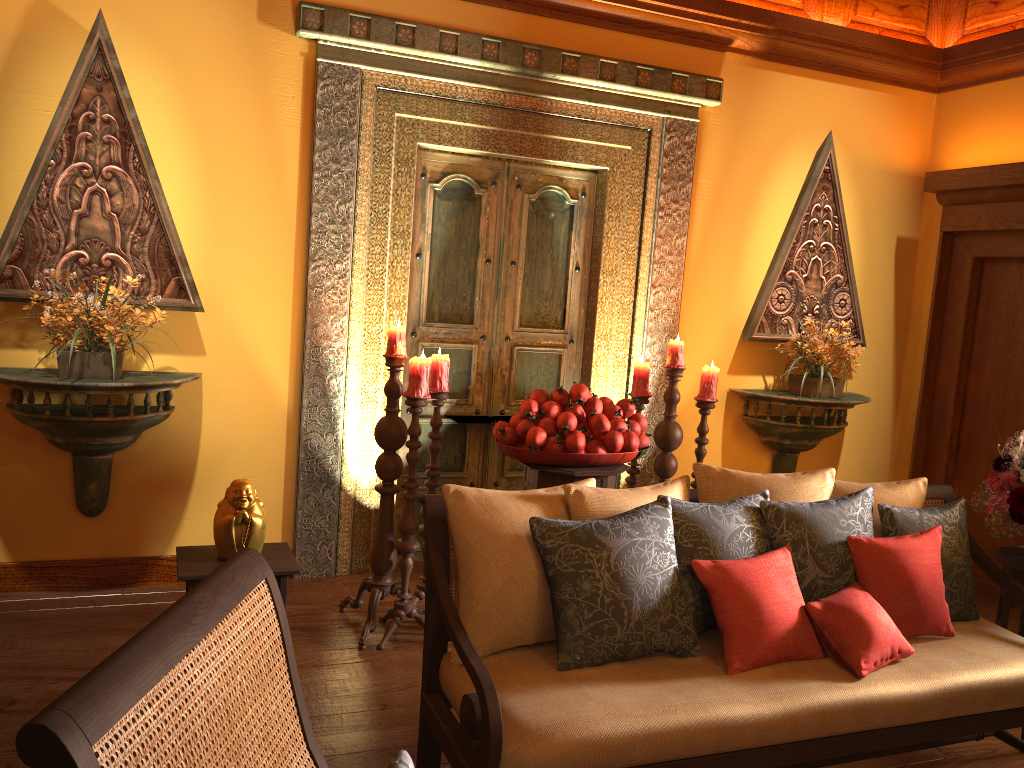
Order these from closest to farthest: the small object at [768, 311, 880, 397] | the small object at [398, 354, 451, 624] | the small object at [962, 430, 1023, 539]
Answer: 1. the small object at [962, 430, 1023, 539]
2. the small object at [398, 354, 451, 624]
3. the small object at [768, 311, 880, 397]

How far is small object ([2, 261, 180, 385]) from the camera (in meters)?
3.33

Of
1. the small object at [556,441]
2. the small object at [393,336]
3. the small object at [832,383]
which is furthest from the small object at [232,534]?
the small object at [832,383]

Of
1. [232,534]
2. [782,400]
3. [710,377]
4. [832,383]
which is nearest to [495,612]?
[232,534]

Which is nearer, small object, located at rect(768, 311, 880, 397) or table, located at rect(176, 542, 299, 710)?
table, located at rect(176, 542, 299, 710)

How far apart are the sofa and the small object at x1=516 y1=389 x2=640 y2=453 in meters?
0.9

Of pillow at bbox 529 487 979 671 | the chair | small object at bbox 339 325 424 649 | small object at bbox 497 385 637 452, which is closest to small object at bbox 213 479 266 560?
small object at bbox 339 325 424 649

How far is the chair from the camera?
0.83m

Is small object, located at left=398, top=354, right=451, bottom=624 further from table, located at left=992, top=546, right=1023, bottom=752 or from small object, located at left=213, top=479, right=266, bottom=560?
table, located at left=992, top=546, right=1023, bottom=752

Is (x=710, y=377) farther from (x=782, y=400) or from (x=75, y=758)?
(x=75, y=758)
